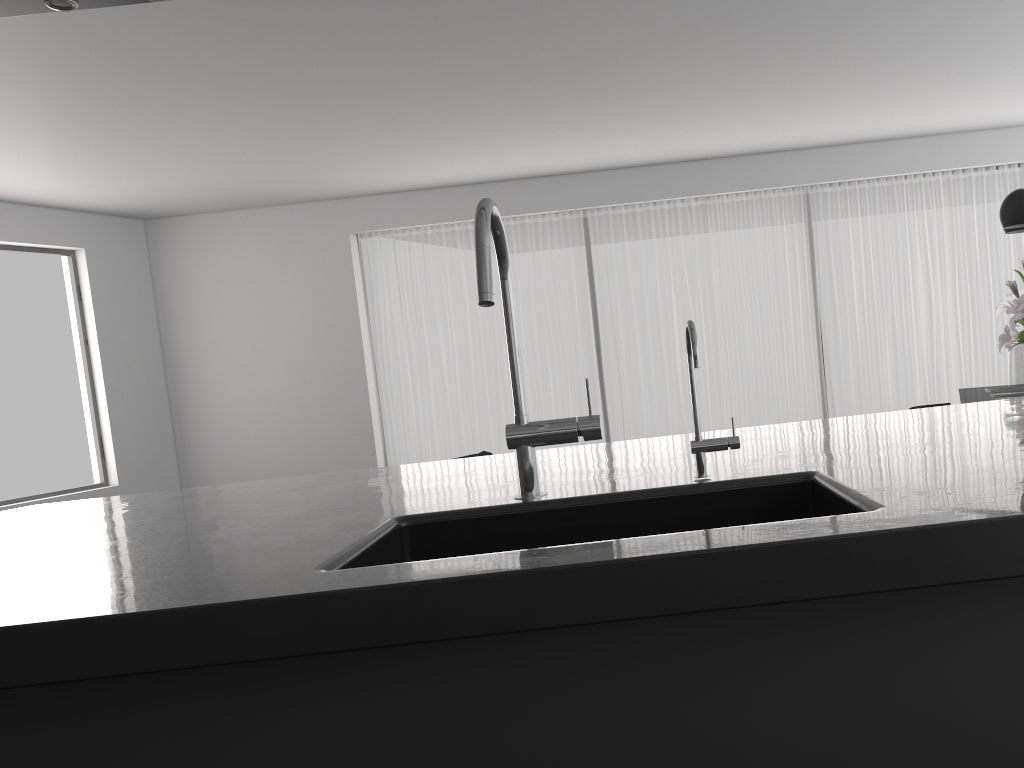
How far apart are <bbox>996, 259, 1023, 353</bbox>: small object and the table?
0.53m

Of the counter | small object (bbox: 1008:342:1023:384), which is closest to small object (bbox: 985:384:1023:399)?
small object (bbox: 1008:342:1023:384)

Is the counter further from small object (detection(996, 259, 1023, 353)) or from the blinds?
the blinds

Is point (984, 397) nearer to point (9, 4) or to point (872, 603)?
point (872, 603)

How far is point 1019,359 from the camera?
4.7m

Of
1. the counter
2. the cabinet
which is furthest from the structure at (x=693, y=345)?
the cabinet

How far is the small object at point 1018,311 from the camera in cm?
442

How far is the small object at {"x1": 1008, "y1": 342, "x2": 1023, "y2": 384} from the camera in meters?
4.7 m

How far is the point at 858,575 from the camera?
1.0m

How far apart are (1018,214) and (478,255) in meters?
4.1
